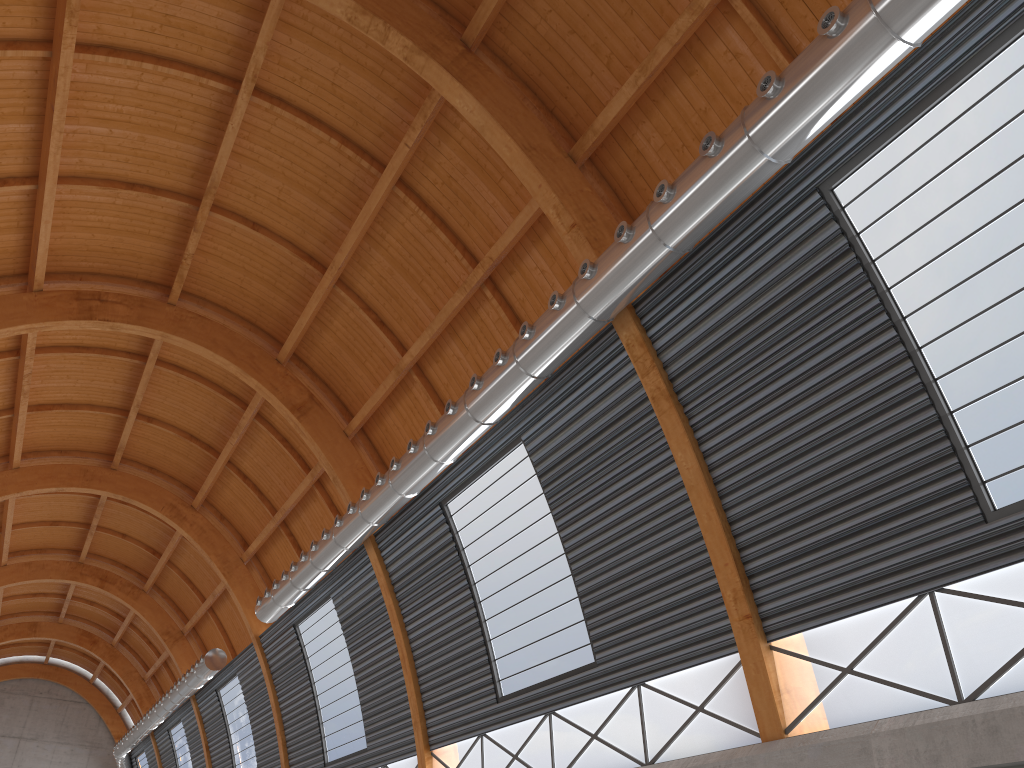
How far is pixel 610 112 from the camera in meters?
20.4
